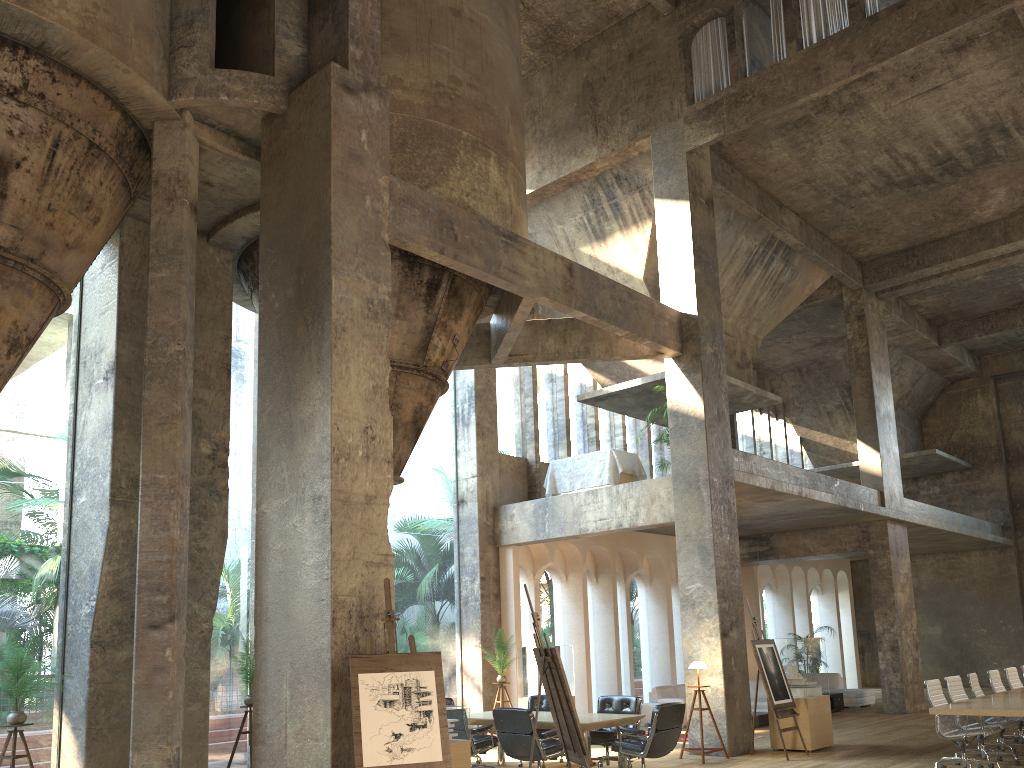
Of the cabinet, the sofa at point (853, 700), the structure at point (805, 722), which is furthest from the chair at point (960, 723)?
the sofa at point (853, 700)

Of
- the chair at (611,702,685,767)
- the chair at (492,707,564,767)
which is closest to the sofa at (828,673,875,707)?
Result: the chair at (611,702,685,767)

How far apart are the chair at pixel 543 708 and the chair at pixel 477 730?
1.4m

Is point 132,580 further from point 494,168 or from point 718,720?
point 718,720

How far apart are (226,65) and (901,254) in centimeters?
1414cm

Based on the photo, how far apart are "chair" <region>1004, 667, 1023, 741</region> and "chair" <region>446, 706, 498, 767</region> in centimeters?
740cm

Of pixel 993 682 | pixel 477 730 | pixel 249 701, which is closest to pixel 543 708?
pixel 477 730

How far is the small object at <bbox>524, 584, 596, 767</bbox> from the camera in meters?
7.3

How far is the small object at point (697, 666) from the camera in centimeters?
1128cm

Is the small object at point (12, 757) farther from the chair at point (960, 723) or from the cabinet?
the cabinet
